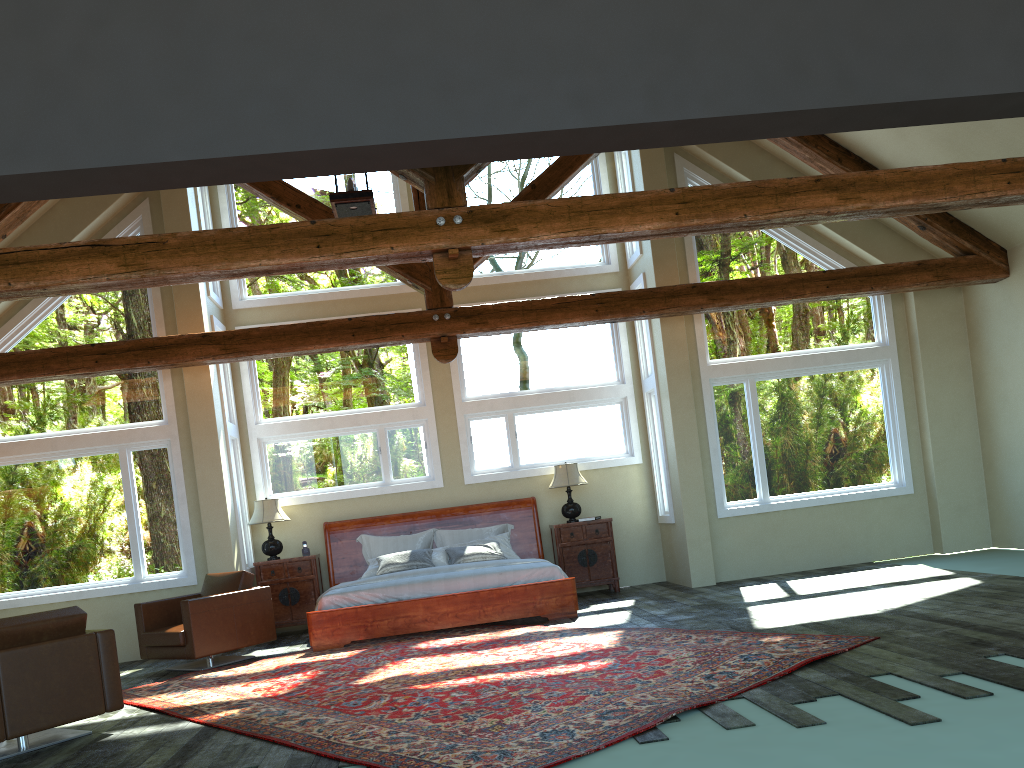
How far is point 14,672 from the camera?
5.5m

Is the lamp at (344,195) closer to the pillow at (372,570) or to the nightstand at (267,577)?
the pillow at (372,570)

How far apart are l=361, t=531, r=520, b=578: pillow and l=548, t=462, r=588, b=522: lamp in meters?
0.8

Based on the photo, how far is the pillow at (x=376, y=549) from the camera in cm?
1071

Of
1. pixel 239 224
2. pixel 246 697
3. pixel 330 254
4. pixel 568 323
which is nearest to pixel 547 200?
pixel 330 254

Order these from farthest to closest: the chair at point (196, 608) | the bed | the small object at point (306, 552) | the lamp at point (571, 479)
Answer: the lamp at point (571, 479), the small object at point (306, 552), the bed, the chair at point (196, 608)

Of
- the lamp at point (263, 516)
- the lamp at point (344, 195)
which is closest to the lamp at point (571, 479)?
the lamp at point (263, 516)

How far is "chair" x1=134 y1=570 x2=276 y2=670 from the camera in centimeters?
828cm

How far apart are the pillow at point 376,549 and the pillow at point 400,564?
→ 0.40m

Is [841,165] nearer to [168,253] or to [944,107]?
[944,107]
